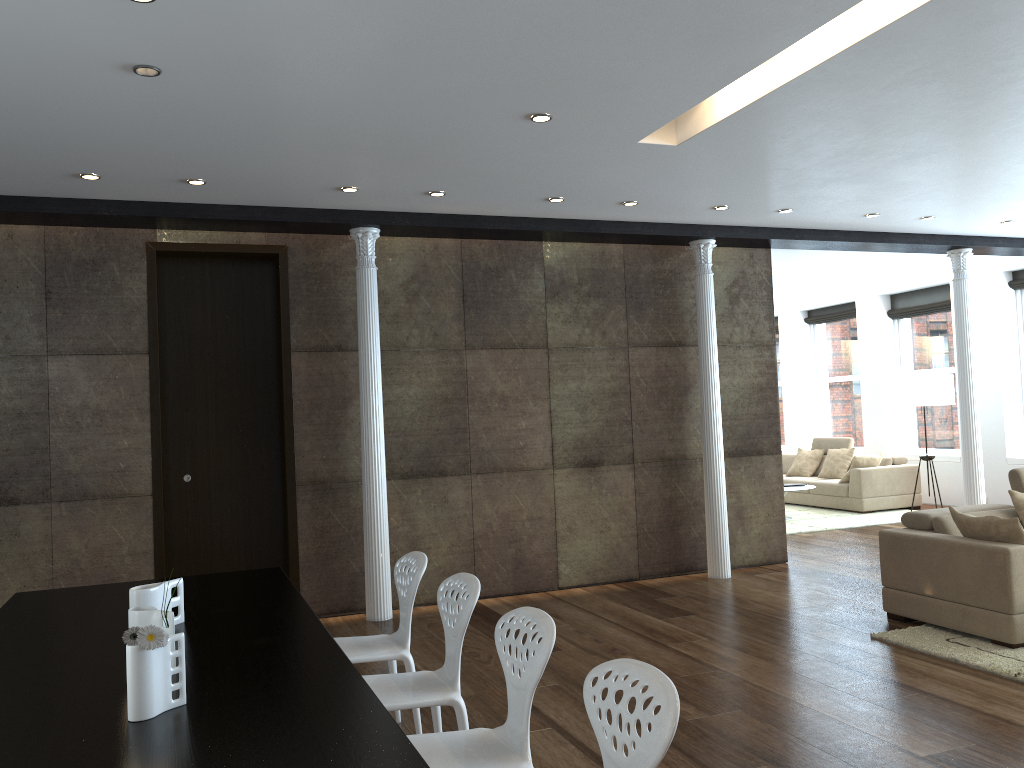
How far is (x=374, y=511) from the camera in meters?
6.5 m

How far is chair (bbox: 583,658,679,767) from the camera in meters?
1.9 m

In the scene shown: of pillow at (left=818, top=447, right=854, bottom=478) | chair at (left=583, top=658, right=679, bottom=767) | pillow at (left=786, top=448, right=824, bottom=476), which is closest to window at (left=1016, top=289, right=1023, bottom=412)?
pillow at (left=818, top=447, right=854, bottom=478)

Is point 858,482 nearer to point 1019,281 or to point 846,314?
point 1019,281

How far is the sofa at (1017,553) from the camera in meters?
5.0

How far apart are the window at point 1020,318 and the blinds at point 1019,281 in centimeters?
13cm

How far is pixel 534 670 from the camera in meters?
2.6 m

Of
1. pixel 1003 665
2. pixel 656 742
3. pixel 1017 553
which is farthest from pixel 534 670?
pixel 1017 553

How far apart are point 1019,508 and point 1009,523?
0.9 meters

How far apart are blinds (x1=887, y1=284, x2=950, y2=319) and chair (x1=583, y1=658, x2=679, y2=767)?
11.40m
